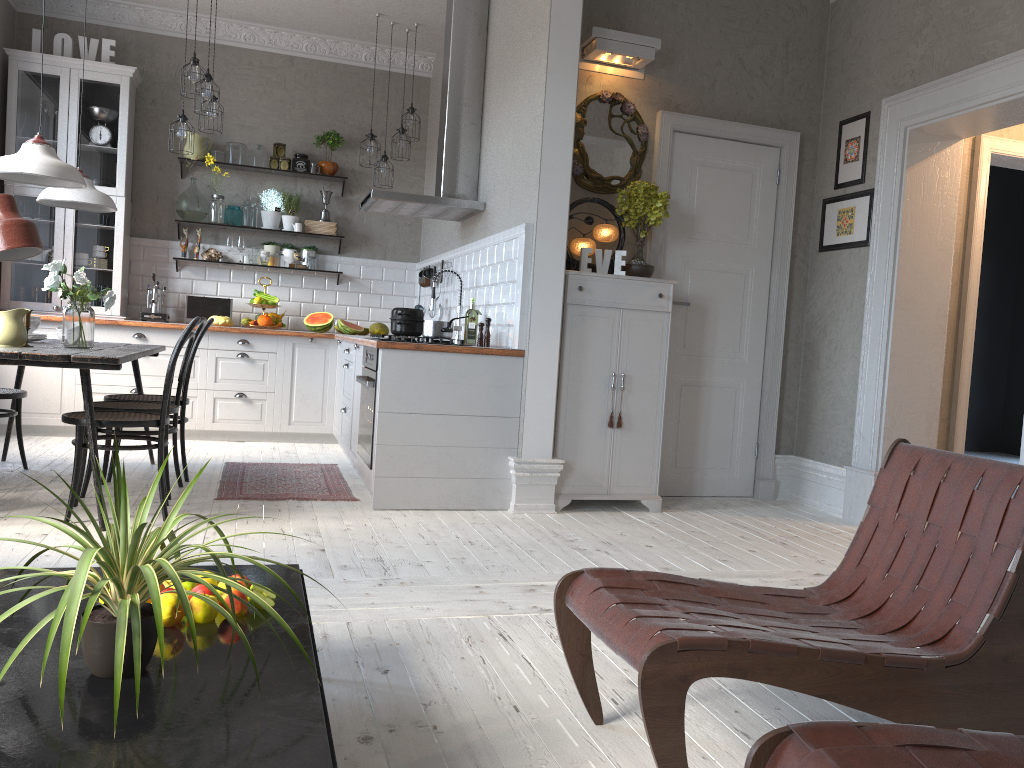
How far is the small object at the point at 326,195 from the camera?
7.48m

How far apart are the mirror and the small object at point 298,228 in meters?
3.1 m

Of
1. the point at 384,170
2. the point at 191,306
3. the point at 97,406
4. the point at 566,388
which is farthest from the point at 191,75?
the point at 566,388

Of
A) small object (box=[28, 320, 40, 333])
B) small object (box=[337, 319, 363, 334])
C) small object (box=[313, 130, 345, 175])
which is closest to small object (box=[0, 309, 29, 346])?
small object (box=[28, 320, 40, 333])

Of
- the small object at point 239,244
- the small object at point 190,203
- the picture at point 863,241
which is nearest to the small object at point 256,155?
the small object at point 190,203

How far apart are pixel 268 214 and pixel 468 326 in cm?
295

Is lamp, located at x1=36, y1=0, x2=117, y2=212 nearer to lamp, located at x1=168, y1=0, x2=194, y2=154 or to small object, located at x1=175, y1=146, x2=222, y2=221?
lamp, located at x1=168, y1=0, x2=194, y2=154

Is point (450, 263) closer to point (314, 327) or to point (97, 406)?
point (314, 327)

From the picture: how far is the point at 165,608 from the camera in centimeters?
176cm

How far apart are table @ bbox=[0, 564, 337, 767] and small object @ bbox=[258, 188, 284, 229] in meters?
5.6
